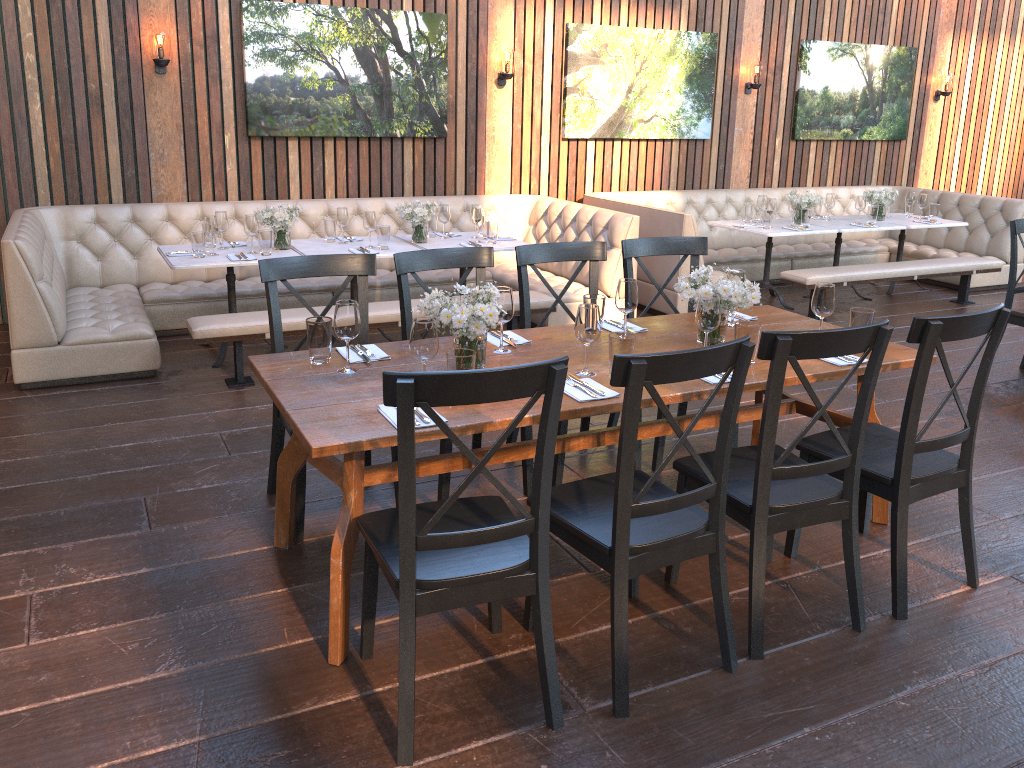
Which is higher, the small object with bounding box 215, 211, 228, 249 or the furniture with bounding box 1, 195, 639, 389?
the small object with bounding box 215, 211, 228, 249

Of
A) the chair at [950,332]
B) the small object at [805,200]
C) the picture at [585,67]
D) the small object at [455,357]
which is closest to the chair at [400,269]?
the small object at [455,357]

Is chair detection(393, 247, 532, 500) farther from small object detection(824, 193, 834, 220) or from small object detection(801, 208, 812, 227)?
small object detection(824, 193, 834, 220)

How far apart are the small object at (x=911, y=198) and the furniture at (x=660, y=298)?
0.67m

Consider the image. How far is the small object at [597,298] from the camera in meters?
3.5

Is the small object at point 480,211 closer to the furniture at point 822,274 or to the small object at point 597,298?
the furniture at point 822,274

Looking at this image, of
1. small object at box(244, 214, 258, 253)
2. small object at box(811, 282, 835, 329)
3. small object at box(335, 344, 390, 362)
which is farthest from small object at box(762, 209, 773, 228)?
small object at box(335, 344, 390, 362)

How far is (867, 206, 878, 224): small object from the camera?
7.7m

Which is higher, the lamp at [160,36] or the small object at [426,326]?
the lamp at [160,36]

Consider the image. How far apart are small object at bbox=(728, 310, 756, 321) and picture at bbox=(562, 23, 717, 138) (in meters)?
4.39
